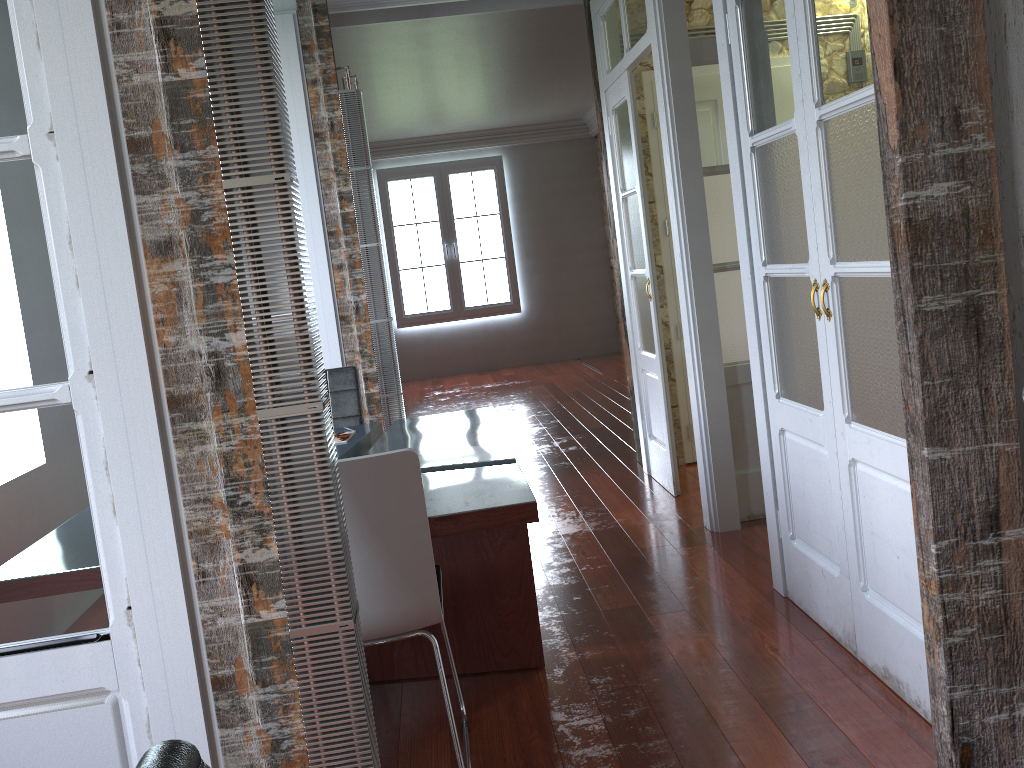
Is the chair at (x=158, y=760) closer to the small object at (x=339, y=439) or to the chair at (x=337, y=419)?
the small object at (x=339, y=439)

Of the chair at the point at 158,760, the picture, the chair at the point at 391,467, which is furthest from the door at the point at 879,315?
the picture

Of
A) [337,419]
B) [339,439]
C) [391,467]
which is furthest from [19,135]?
[337,419]

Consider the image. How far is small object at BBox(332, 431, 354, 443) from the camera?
3.7m

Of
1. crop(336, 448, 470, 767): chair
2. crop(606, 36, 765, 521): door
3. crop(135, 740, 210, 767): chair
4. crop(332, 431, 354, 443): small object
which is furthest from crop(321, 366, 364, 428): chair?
crop(135, 740, 210, 767): chair

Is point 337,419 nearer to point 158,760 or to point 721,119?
point 721,119

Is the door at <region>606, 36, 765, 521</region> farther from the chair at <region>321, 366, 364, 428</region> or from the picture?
the picture

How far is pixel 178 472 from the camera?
1.56m

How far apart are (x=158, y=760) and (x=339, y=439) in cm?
318

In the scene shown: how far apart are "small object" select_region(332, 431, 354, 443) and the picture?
7.38m
